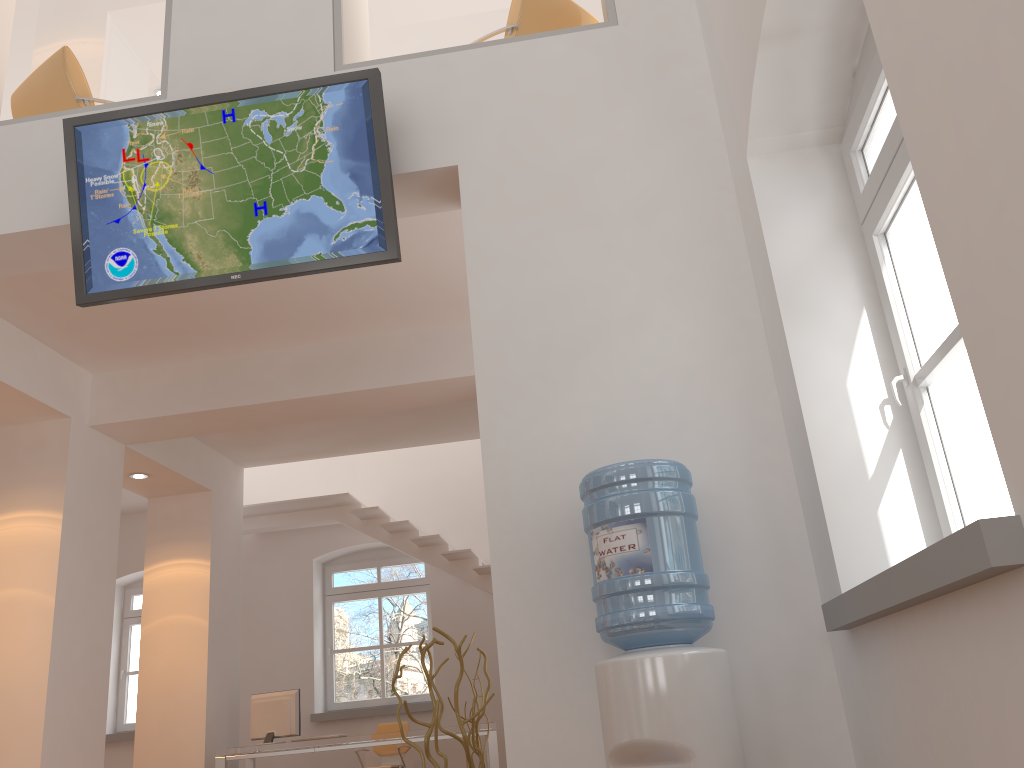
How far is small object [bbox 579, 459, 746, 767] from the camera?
2.5 meters

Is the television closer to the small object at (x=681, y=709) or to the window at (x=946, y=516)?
the small object at (x=681, y=709)

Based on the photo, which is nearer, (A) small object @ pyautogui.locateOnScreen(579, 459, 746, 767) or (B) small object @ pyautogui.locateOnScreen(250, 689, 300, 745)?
(A) small object @ pyautogui.locateOnScreen(579, 459, 746, 767)

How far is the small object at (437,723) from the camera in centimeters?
307cm

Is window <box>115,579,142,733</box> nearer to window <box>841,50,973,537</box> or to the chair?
the chair

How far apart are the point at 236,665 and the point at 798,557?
6.6m

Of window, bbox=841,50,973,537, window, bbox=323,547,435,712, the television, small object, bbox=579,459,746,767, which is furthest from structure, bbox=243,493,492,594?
window, bbox=841,50,973,537

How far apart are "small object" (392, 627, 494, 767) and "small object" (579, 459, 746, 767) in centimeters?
68cm

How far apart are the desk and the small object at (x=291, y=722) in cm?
33

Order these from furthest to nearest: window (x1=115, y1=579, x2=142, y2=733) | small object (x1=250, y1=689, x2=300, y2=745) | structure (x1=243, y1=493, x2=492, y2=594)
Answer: window (x1=115, y1=579, x2=142, y2=733) → structure (x1=243, y1=493, x2=492, y2=594) → small object (x1=250, y1=689, x2=300, y2=745)
